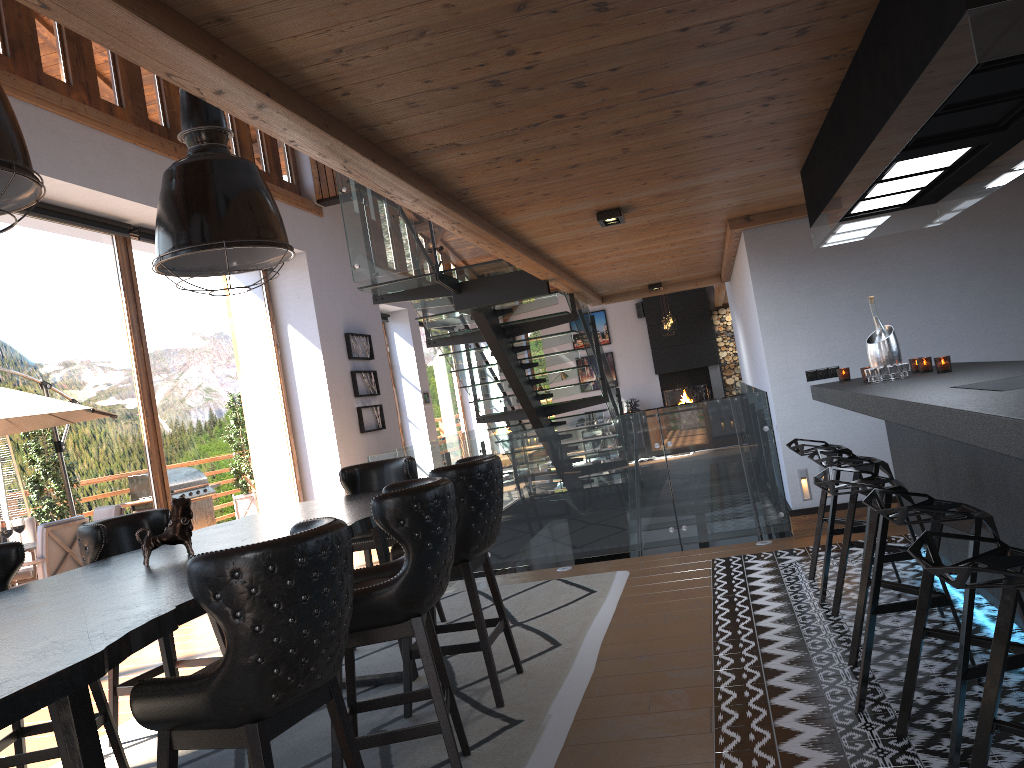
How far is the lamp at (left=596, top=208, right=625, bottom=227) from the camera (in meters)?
5.36

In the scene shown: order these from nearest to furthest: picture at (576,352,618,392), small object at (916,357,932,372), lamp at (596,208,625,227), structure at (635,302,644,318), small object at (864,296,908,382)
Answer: small object at (864,296,908,382), small object at (916,357,932,372), lamp at (596,208,625,227), structure at (635,302,644,318), picture at (576,352,618,392)

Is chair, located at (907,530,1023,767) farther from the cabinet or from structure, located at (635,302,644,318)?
structure, located at (635,302,644,318)

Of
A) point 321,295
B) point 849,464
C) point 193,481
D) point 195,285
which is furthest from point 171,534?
point 321,295

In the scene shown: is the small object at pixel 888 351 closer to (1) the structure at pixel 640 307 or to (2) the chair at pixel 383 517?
(2) the chair at pixel 383 517

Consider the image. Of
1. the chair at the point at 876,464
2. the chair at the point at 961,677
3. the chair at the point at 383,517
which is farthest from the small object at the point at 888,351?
the chair at the point at 383,517

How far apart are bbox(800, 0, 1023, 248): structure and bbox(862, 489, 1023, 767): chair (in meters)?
1.10

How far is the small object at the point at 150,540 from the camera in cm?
353

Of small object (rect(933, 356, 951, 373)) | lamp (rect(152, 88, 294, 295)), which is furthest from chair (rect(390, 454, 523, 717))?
small object (rect(933, 356, 951, 373))

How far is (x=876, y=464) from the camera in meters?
4.0 m
